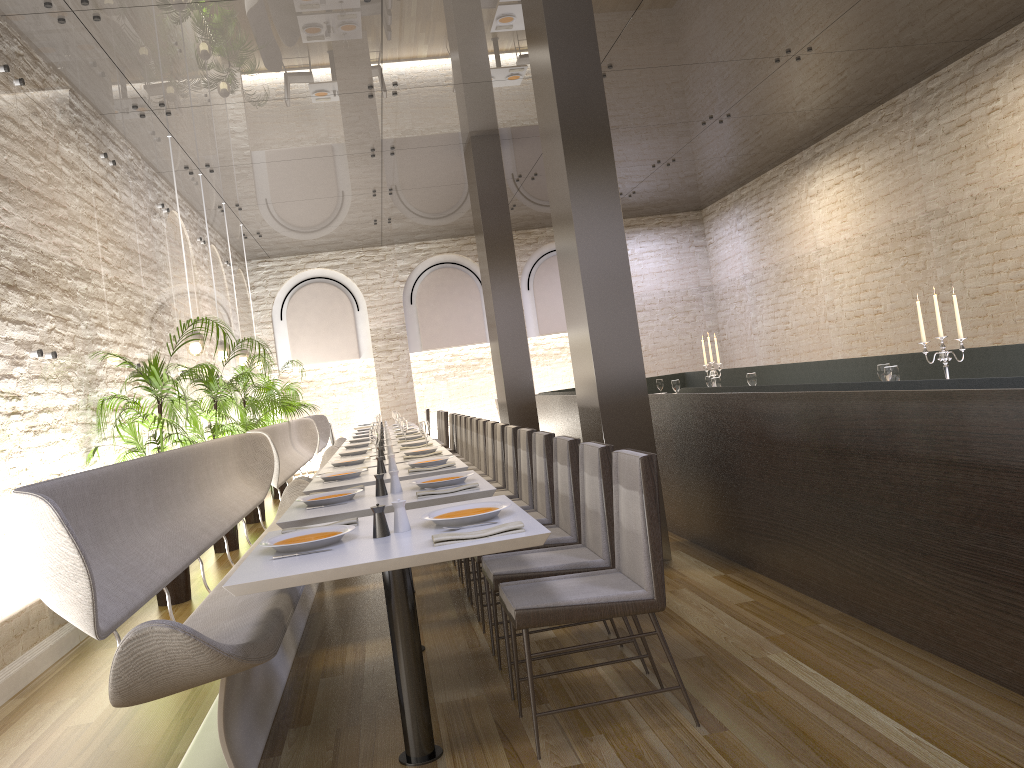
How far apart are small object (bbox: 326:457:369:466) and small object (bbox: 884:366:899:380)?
3.63m

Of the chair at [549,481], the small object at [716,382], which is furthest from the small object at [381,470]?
the small object at [716,382]

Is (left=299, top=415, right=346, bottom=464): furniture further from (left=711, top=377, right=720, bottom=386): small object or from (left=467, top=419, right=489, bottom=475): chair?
(left=711, top=377, right=720, bottom=386): small object

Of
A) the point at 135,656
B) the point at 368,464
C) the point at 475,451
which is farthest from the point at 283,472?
the point at 135,656

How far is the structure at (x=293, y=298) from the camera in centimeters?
1533cm

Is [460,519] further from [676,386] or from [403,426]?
[676,386]

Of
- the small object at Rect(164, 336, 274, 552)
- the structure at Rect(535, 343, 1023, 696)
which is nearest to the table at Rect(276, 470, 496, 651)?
the structure at Rect(535, 343, 1023, 696)

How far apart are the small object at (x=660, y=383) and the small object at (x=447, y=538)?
7.76m

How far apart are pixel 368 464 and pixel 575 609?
3.7 meters

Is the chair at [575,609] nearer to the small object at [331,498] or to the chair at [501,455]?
the small object at [331,498]
